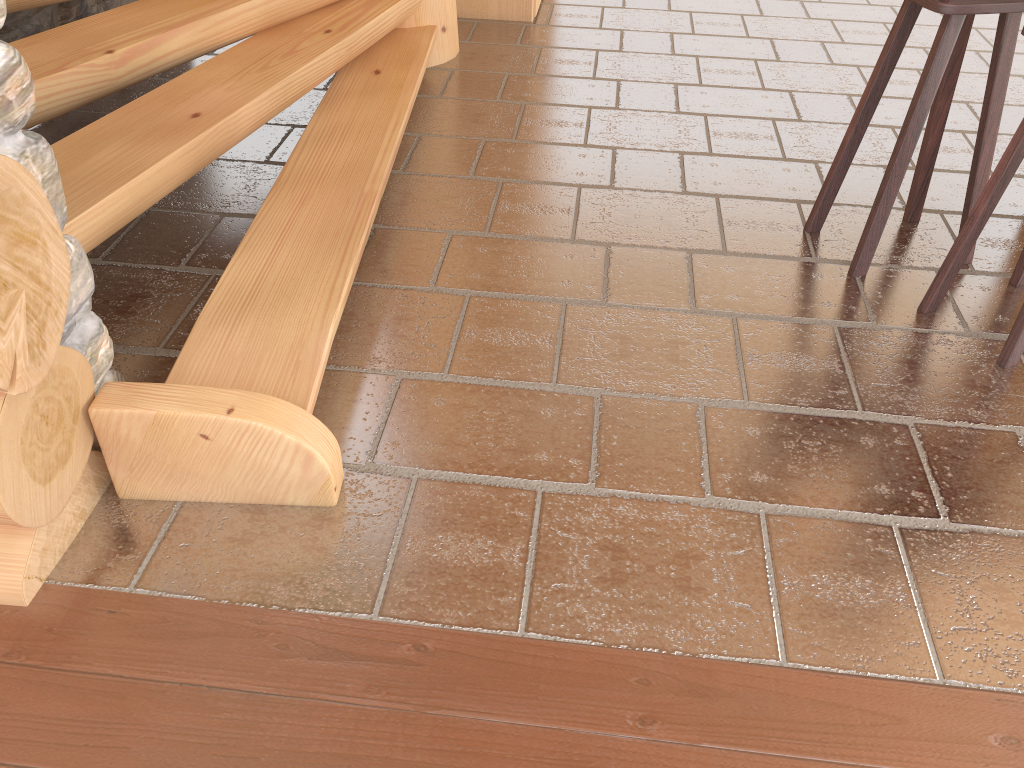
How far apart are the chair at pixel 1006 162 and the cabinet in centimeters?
316cm

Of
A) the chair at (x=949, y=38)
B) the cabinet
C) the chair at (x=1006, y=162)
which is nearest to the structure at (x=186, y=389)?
the cabinet

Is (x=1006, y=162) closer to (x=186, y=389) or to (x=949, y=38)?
(x=949, y=38)

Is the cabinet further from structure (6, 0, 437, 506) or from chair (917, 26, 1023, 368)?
chair (917, 26, 1023, 368)

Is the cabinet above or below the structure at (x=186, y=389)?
below

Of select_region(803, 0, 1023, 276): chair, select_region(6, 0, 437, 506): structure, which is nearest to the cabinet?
select_region(6, 0, 437, 506): structure

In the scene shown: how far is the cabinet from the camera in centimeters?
501cm

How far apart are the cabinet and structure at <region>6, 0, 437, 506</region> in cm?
90

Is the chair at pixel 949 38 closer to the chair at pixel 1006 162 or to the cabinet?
the chair at pixel 1006 162

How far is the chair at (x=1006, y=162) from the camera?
2.4 meters
